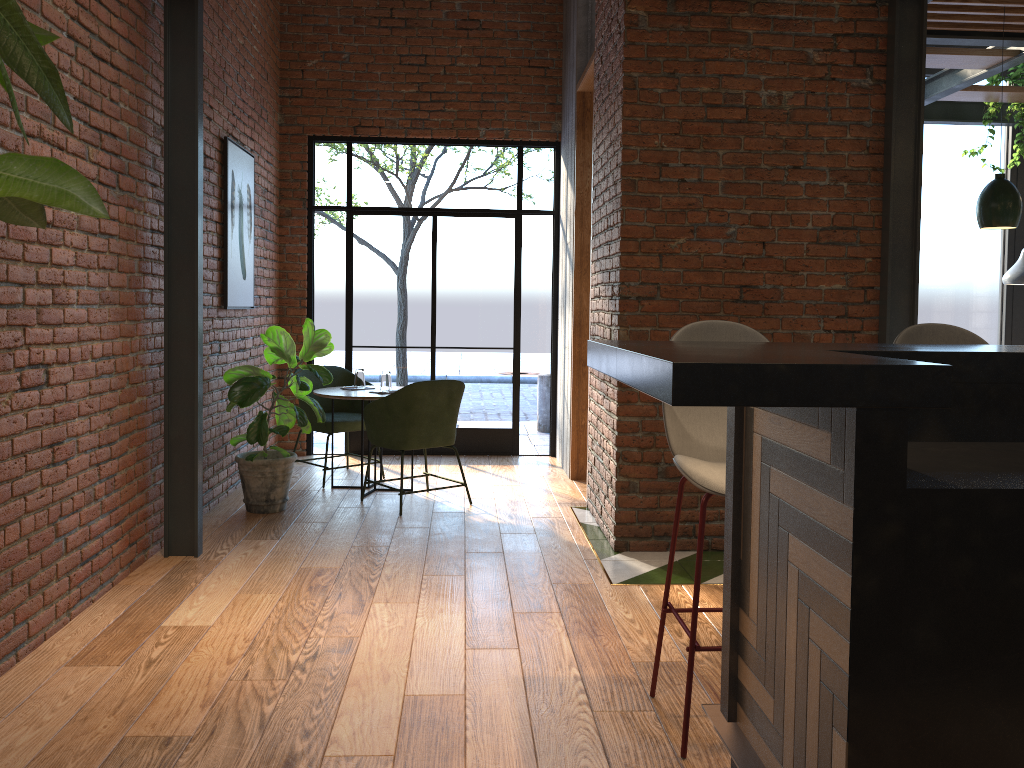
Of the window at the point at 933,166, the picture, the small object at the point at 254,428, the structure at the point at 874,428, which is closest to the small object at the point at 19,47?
the structure at the point at 874,428

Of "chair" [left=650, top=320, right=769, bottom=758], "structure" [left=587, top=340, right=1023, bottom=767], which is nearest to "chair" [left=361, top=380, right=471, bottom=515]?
"chair" [left=650, top=320, right=769, bottom=758]

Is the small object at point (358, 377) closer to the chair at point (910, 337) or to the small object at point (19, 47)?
the chair at point (910, 337)

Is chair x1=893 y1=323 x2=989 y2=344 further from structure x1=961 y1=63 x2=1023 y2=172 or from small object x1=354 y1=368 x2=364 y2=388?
structure x1=961 y1=63 x2=1023 y2=172

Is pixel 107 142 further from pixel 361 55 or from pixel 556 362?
pixel 556 362

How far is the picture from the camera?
5.6 meters

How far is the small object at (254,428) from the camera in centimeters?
526cm

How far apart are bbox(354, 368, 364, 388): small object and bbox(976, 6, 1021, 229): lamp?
3.96m

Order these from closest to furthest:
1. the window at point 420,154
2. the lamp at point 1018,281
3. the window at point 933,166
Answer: the lamp at point 1018,281 → the window at point 420,154 → the window at point 933,166

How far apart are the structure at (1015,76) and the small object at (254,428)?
5.4m
